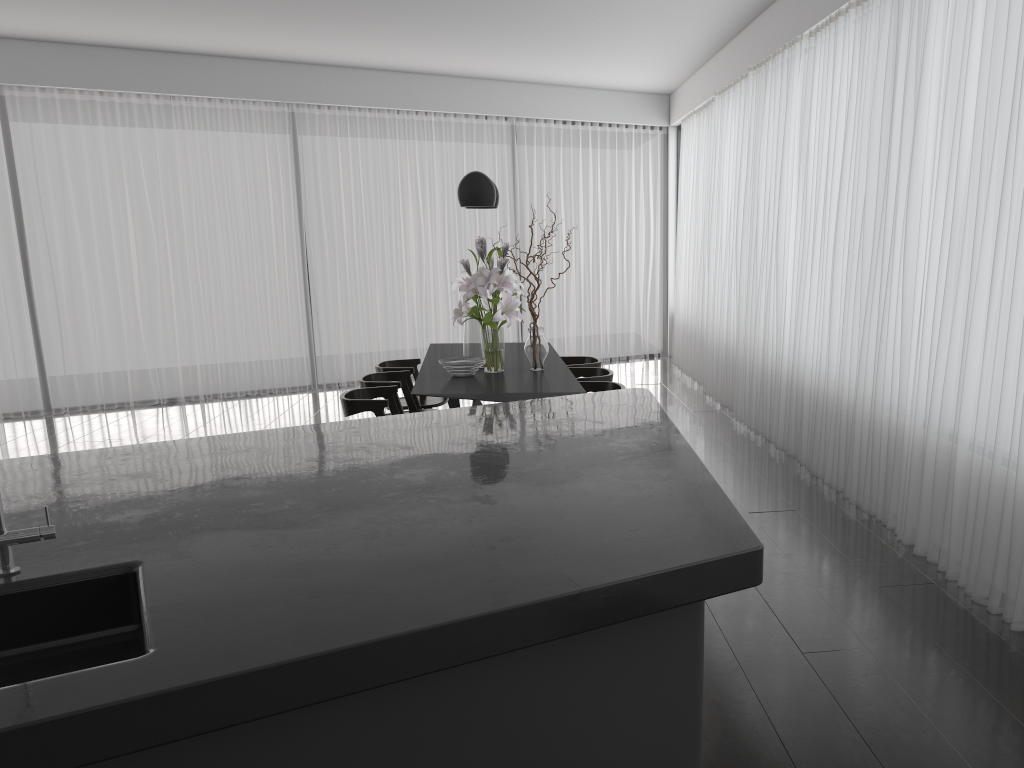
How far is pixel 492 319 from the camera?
5.15m

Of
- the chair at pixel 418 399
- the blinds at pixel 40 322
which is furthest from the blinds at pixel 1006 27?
the chair at pixel 418 399

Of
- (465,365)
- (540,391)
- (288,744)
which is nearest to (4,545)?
(288,744)

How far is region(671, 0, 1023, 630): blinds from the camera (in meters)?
3.41

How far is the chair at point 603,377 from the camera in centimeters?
547cm

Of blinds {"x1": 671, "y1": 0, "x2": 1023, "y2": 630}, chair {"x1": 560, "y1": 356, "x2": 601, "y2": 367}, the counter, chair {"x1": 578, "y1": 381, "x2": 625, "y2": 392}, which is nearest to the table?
chair {"x1": 578, "y1": 381, "x2": 625, "y2": 392}

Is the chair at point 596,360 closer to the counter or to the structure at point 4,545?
the counter

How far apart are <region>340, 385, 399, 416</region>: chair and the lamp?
1.20m

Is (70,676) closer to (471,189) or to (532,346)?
(532,346)

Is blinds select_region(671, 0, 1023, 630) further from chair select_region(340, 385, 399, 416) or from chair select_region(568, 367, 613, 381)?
chair select_region(340, 385, 399, 416)
